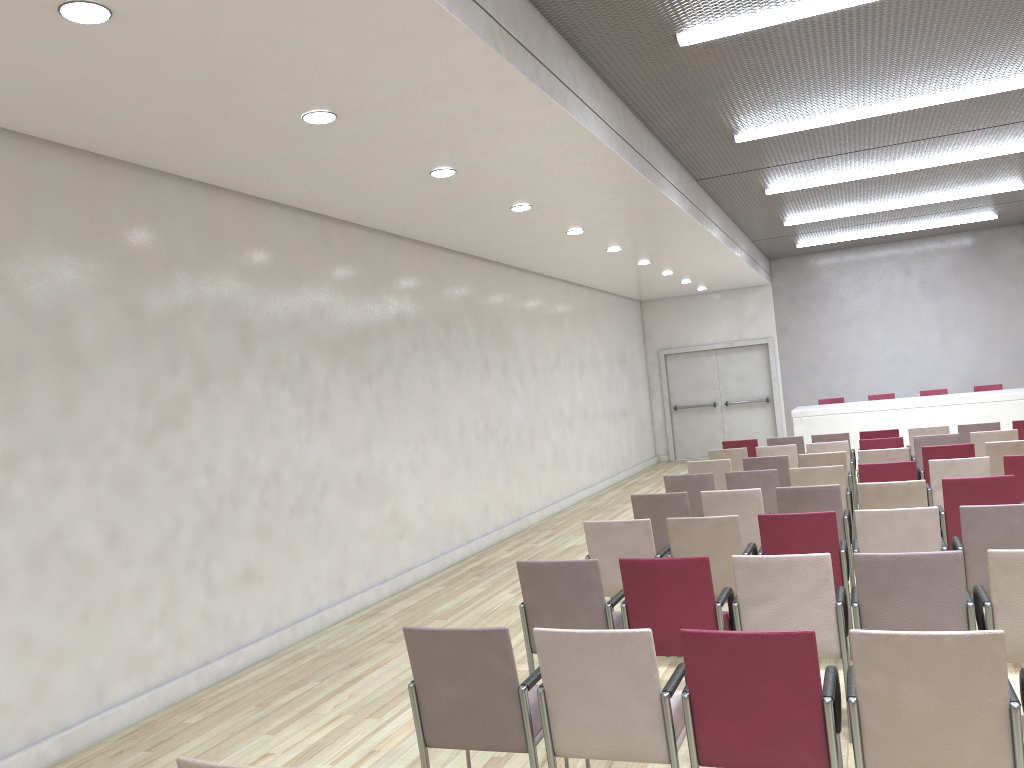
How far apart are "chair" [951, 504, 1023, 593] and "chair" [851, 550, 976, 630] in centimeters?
103cm

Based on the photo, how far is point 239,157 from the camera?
5.9m

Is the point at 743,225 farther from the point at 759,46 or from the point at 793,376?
→ the point at 759,46

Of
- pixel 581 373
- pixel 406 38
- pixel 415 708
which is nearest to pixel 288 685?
pixel 415 708

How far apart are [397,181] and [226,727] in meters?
4.1 m

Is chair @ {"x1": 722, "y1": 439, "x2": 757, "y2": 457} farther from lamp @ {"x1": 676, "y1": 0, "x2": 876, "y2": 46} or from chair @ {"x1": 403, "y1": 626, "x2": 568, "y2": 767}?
chair @ {"x1": 403, "y1": 626, "x2": 568, "y2": 767}

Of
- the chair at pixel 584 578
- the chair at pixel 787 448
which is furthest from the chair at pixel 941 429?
the chair at pixel 584 578

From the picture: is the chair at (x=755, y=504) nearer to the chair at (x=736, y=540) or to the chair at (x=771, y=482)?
the chair at (x=736, y=540)

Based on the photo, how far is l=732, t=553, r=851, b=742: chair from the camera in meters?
4.1

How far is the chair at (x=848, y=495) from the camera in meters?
7.5
